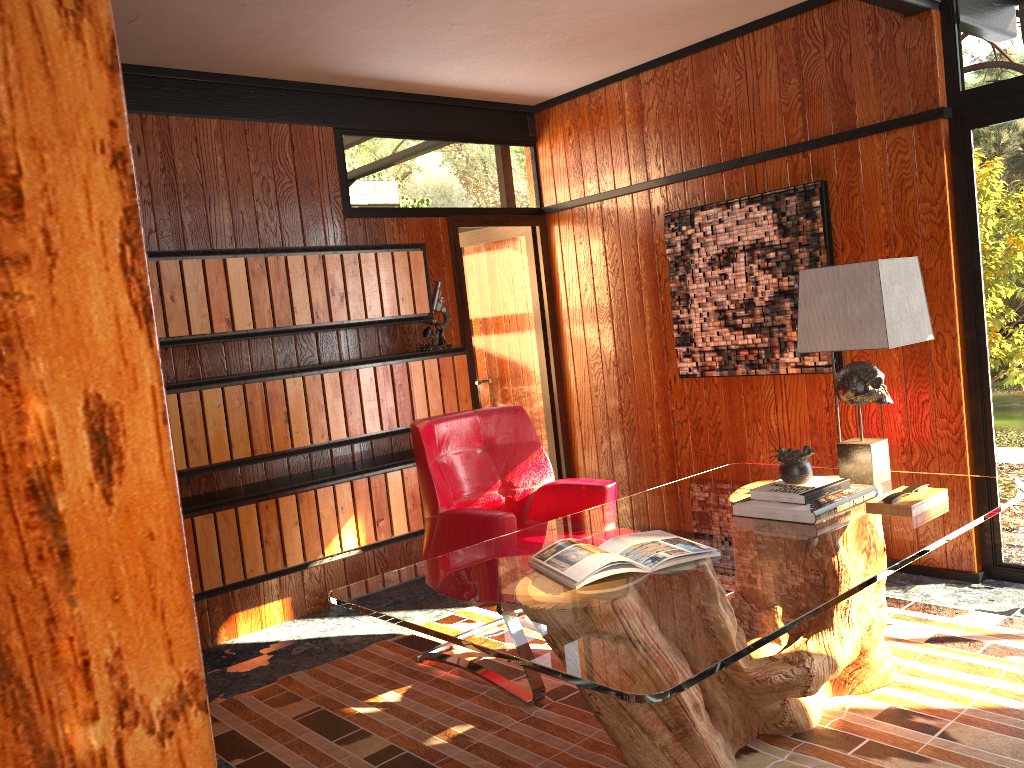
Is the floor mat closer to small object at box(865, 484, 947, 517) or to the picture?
small object at box(865, 484, 947, 517)

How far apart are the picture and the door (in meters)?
0.96

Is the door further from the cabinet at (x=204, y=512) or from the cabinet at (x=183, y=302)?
the cabinet at (x=204, y=512)

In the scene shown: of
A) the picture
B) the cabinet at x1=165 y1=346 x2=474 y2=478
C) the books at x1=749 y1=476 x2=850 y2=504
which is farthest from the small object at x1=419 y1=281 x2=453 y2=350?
the books at x1=749 y1=476 x2=850 y2=504

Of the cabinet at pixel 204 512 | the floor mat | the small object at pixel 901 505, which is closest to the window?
the floor mat

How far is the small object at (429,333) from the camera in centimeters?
456cm

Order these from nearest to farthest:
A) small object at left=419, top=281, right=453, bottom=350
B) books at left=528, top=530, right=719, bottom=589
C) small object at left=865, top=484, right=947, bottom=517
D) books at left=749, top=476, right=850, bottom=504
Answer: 1. books at left=528, top=530, right=719, bottom=589
2. small object at left=865, top=484, right=947, bottom=517
3. books at left=749, top=476, right=850, bottom=504
4. small object at left=419, top=281, right=453, bottom=350

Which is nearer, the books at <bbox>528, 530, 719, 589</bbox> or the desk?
the desk

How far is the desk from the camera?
1.76m

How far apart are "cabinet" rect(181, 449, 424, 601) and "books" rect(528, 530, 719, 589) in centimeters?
181cm
